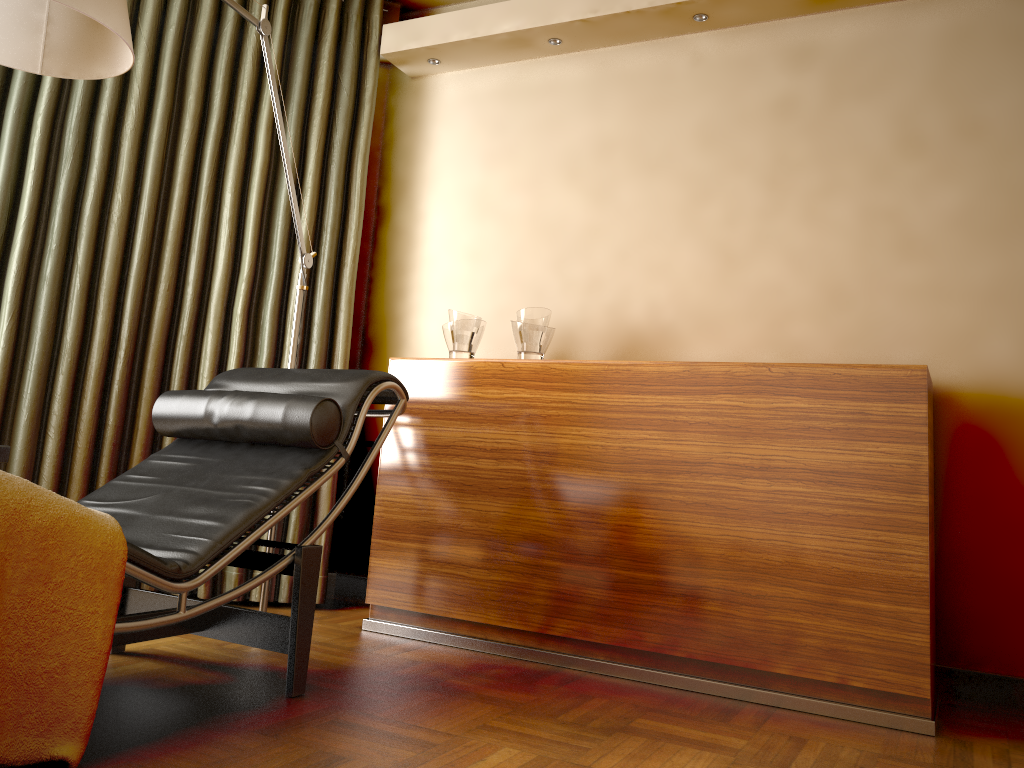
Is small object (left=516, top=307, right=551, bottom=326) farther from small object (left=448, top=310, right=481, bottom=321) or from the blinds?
the blinds

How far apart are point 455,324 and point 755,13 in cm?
146

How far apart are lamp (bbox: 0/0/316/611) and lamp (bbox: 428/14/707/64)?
1.5 meters

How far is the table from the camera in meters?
2.3

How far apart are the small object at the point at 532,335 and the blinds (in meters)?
0.78

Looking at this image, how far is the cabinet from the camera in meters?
2.3

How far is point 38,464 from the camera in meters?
3.1

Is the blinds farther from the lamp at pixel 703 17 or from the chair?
the lamp at pixel 703 17

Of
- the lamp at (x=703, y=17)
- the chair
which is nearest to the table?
the chair

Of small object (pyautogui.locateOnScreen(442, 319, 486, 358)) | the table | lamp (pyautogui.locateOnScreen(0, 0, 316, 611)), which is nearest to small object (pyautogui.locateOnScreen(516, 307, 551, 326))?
small object (pyautogui.locateOnScreen(442, 319, 486, 358))
